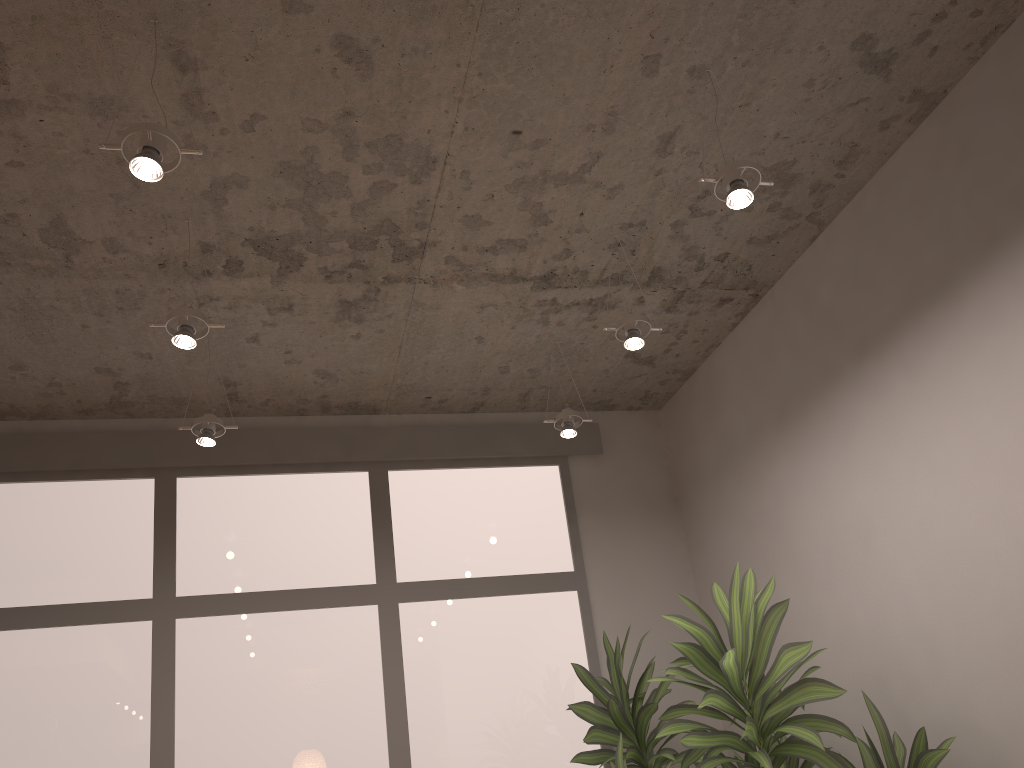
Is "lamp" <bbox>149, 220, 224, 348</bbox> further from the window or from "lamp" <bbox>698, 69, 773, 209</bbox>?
"lamp" <bbox>698, 69, 773, 209</bbox>

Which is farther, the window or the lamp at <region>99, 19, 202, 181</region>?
the window

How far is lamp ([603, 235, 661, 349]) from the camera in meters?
3.2 m

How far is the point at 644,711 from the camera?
3.6 meters

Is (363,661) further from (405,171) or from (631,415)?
(405,171)

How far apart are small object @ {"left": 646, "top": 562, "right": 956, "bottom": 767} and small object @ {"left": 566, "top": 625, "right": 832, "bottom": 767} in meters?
0.2

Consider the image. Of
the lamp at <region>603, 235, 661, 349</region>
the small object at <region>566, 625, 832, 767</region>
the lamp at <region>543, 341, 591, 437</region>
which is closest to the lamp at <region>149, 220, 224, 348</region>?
the lamp at <region>603, 235, 661, 349</region>

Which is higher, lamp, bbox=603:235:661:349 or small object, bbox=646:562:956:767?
lamp, bbox=603:235:661:349

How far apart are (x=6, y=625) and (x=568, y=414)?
2.58m

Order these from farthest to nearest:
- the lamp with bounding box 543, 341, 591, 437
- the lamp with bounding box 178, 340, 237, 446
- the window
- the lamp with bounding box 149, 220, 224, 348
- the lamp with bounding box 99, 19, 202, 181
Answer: the lamp with bounding box 543, 341, 591, 437
the window
the lamp with bounding box 178, 340, 237, 446
the lamp with bounding box 149, 220, 224, 348
the lamp with bounding box 99, 19, 202, 181
